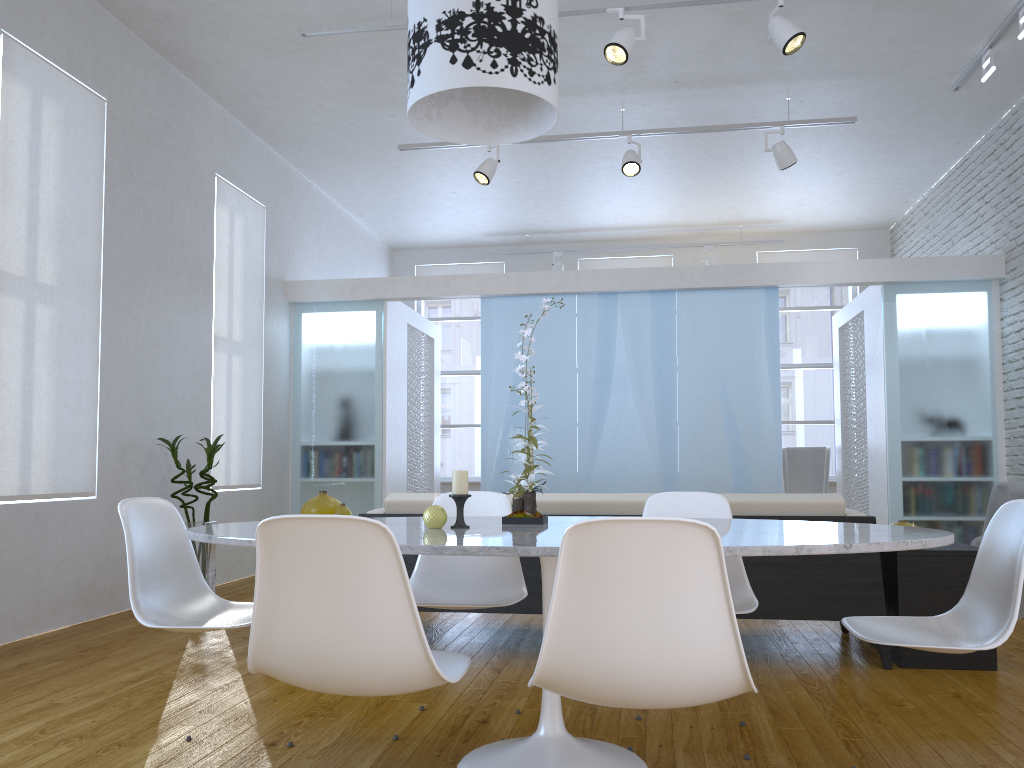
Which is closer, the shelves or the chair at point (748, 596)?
the chair at point (748, 596)

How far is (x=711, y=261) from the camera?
9.1m

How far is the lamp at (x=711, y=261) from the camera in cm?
909

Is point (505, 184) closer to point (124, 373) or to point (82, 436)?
point (124, 373)

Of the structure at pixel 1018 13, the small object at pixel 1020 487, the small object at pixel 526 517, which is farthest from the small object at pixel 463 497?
the structure at pixel 1018 13

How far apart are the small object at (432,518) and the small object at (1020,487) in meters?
3.6

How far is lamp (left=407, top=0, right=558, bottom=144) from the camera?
2.17m

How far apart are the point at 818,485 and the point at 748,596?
6.12m

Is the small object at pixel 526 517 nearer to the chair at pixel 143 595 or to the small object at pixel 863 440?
the chair at pixel 143 595

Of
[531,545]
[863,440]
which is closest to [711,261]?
[863,440]
